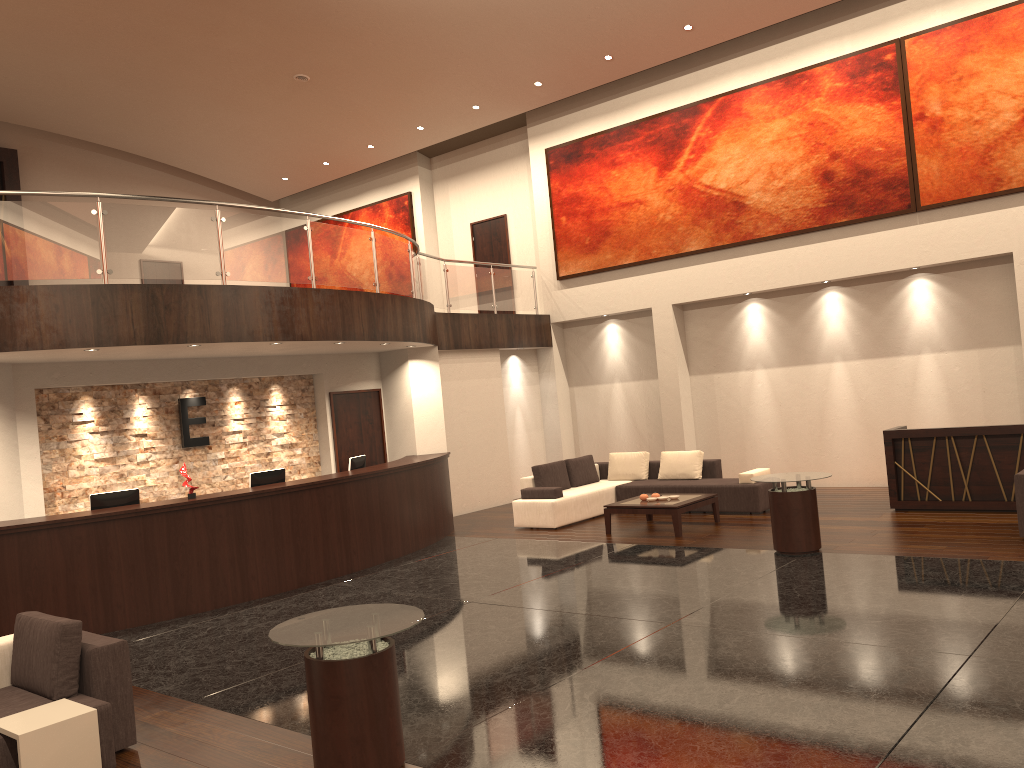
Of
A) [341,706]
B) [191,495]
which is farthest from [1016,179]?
[341,706]

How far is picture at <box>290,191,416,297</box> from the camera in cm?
1940

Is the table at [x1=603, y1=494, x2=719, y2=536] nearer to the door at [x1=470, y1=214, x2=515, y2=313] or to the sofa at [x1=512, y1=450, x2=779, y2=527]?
the sofa at [x1=512, y1=450, x2=779, y2=527]

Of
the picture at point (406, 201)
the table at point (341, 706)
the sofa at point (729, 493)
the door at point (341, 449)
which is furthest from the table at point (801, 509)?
the picture at point (406, 201)

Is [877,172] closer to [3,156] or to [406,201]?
[406,201]

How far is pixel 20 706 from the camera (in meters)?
5.13

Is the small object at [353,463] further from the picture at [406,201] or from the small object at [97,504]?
the picture at [406,201]

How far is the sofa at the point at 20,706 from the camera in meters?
5.1

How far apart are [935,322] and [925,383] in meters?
0.9

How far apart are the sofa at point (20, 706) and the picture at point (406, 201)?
14.5m
